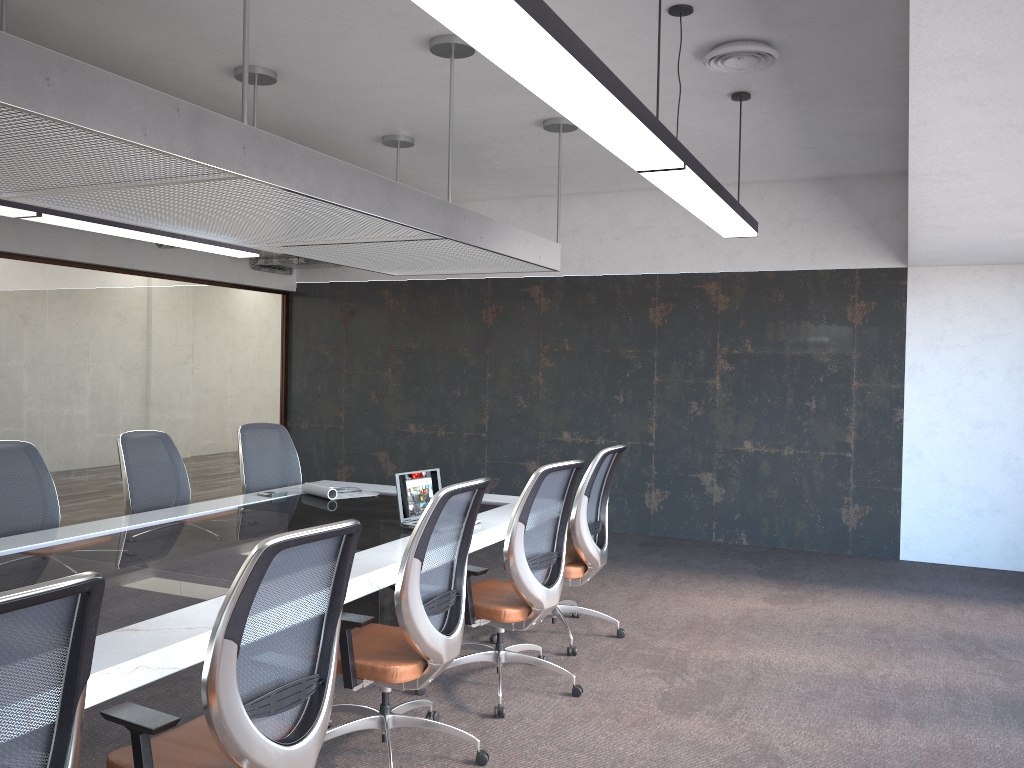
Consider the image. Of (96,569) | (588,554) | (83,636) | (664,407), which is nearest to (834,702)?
(588,554)

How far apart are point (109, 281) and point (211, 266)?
1.2m

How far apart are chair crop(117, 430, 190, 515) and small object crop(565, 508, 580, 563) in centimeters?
243cm

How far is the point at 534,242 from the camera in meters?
5.9 m

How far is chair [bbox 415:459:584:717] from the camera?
4.1 meters

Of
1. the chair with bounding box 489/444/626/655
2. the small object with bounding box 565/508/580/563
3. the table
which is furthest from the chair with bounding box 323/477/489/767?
the small object with bounding box 565/508/580/563

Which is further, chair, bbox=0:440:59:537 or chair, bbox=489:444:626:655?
chair, bbox=489:444:626:655

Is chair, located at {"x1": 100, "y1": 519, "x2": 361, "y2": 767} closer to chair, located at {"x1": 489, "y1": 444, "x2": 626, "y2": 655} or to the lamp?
the lamp

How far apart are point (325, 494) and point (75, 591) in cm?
382

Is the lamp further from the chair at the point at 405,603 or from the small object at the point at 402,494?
the small object at the point at 402,494
